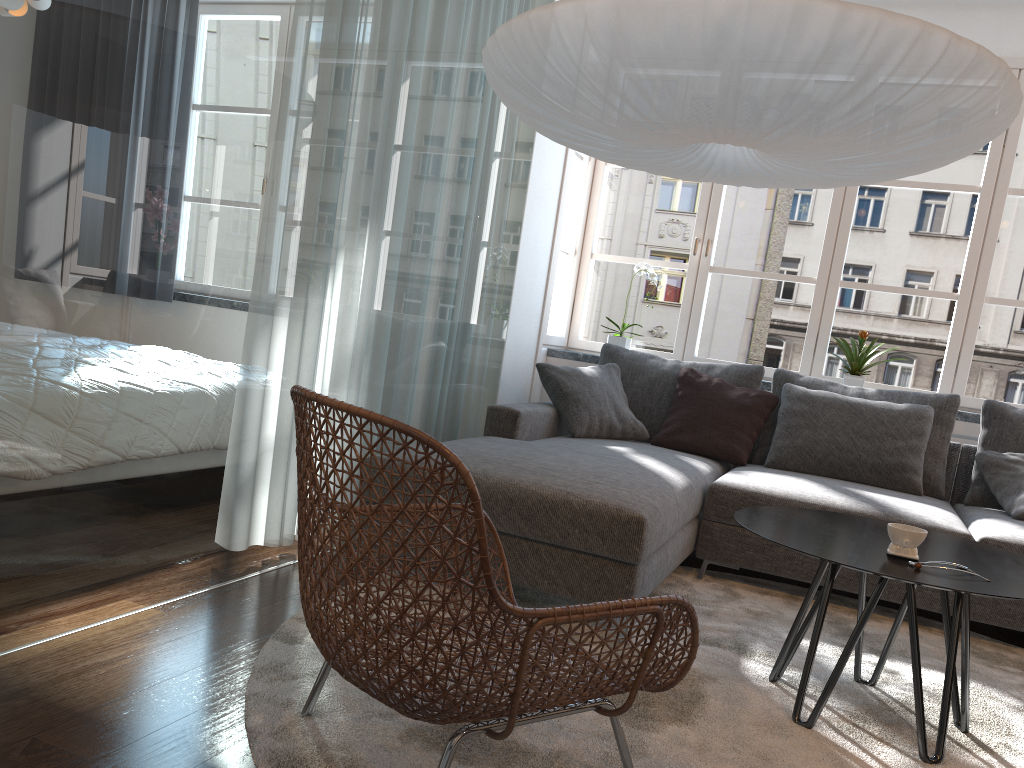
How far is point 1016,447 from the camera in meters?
3.8 m

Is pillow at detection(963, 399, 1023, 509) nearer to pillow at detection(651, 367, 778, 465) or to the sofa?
the sofa

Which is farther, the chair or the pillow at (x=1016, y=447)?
the pillow at (x=1016, y=447)

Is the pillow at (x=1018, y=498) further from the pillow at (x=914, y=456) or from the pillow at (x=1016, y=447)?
the pillow at (x=914, y=456)

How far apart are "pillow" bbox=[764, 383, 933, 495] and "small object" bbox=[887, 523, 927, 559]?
1.71m

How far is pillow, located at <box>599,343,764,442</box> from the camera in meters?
4.3

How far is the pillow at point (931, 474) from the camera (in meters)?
3.87

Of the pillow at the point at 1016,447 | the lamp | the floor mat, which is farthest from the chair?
the pillow at the point at 1016,447

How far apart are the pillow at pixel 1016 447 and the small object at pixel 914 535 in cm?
190

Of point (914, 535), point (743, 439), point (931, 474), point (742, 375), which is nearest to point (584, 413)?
point (743, 439)
